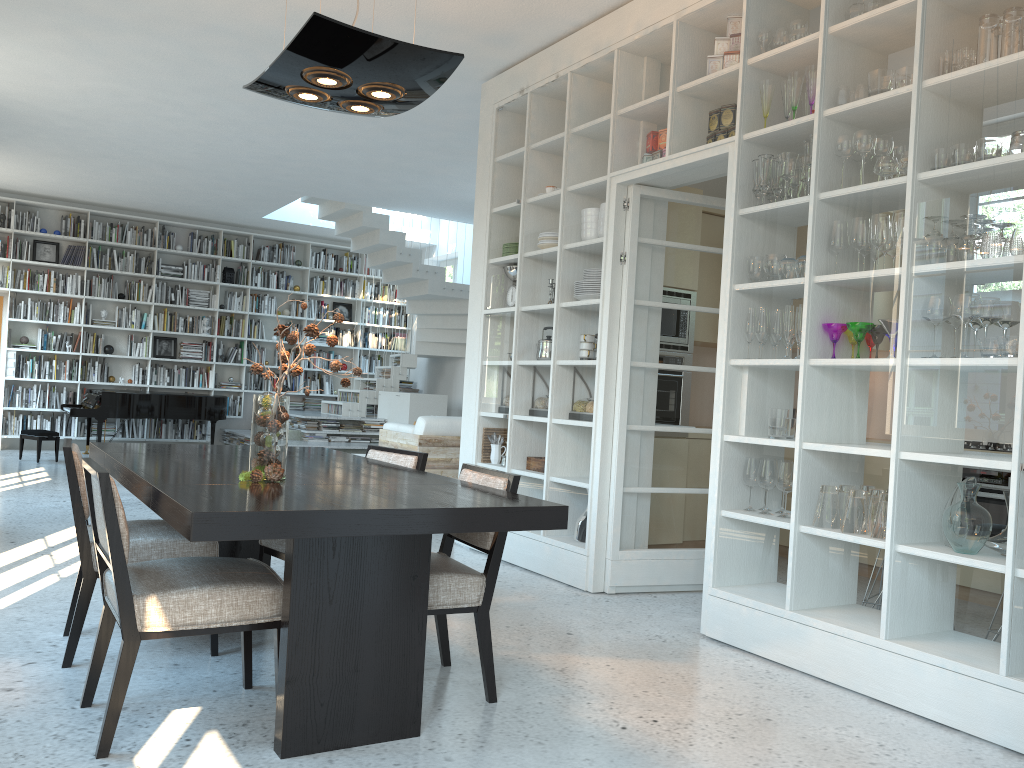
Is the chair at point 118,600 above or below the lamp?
below

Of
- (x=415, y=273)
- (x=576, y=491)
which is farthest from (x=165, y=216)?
(x=576, y=491)

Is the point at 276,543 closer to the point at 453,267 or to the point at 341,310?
the point at 453,267

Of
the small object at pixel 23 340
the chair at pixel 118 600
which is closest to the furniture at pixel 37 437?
the small object at pixel 23 340

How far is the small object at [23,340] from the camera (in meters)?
11.20

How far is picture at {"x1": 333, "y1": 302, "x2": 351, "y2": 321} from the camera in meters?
13.5

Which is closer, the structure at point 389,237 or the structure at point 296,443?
the structure at point 296,443

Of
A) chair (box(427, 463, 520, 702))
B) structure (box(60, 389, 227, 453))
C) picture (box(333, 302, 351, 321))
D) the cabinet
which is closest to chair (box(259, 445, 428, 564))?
chair (box(427, 463, 520, 702))

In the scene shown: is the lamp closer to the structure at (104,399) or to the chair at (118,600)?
the chair at (118,600)

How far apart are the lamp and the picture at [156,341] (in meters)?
9.82
